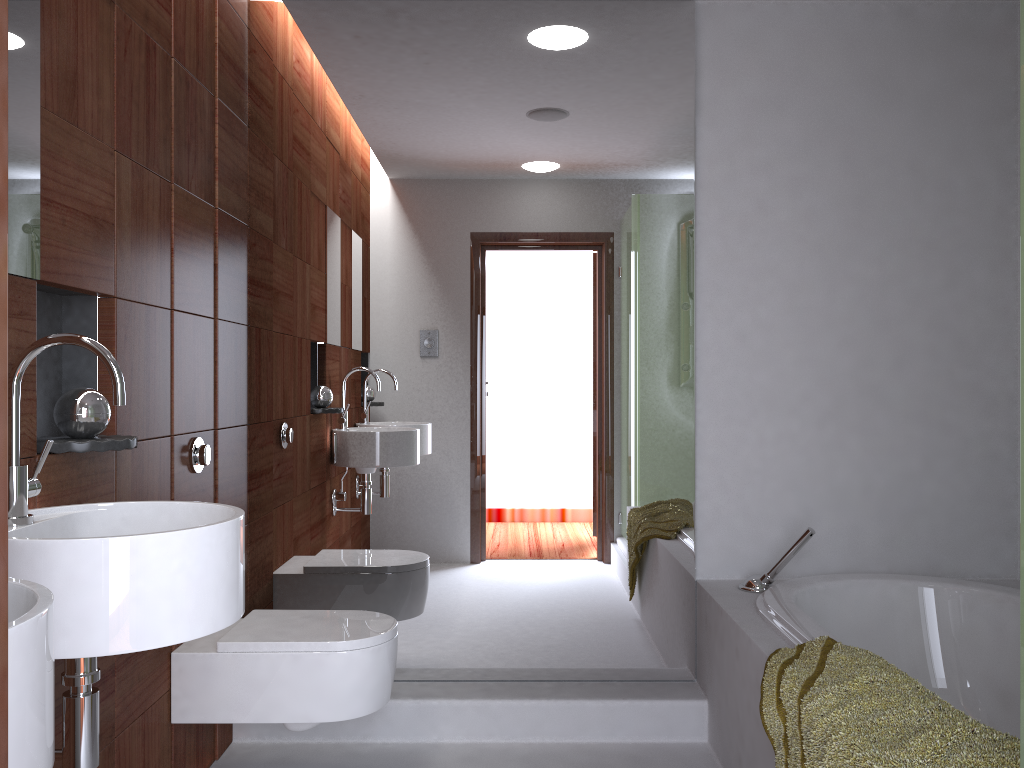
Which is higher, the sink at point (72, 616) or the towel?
the sink at point (72, 616)

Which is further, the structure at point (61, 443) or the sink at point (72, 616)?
the structure at point (61, 443)

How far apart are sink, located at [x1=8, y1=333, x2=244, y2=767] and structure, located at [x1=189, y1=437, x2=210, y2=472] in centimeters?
73cm

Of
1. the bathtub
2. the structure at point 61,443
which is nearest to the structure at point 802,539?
the bathtub

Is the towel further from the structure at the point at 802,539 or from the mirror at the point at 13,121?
the mirror at the point at 13,121

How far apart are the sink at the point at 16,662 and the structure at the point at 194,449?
1.40m

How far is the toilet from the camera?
2.2m

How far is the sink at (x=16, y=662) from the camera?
0.8 meters

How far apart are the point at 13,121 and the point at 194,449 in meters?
1.0 m

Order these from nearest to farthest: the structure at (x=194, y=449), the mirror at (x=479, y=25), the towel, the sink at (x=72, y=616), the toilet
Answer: the sink at (x=72, y=616) → the towel → the toilet → the structure at (x=194, y=449) → the mirror at (x=479, y=25)
